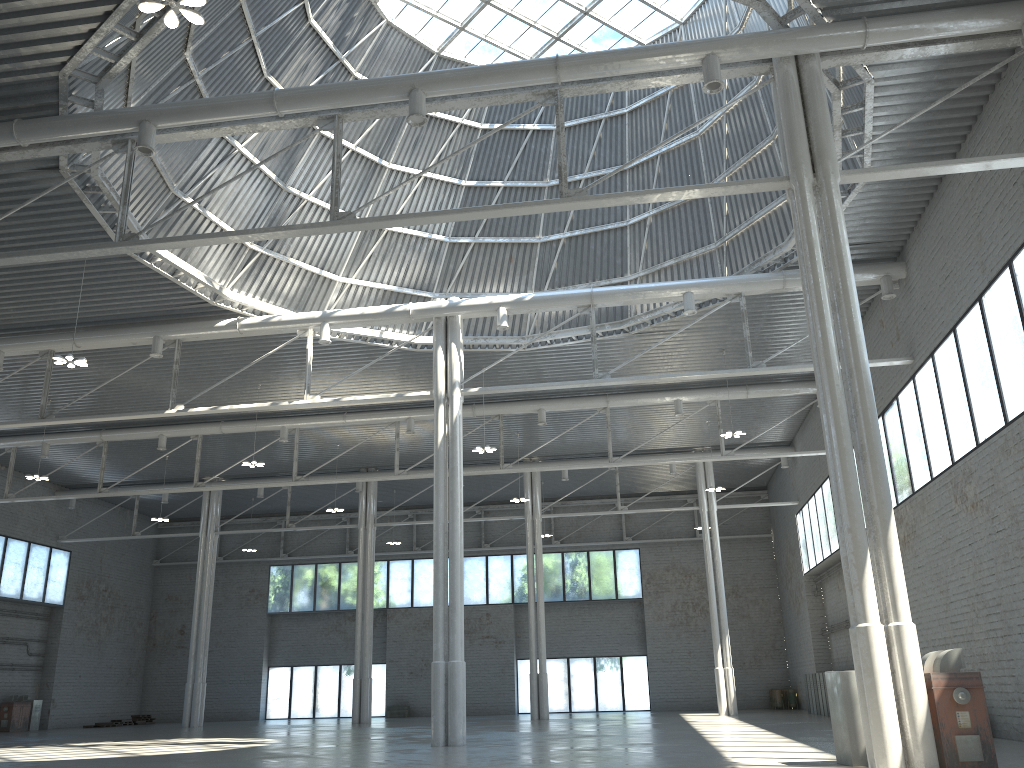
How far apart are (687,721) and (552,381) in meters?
18.3
